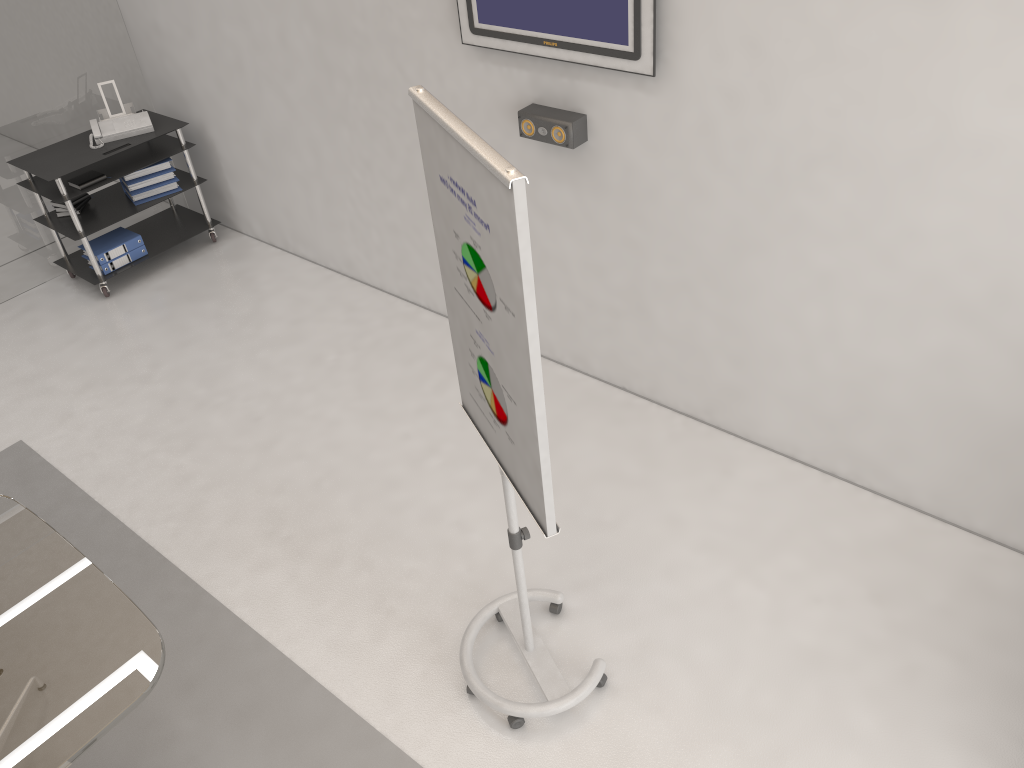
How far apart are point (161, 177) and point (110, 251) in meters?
0.6 m

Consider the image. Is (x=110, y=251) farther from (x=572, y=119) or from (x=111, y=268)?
(x=572, y=119)

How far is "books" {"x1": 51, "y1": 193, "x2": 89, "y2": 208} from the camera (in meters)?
5.75

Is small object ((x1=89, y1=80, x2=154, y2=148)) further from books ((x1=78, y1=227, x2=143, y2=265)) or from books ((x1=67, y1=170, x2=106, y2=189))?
books ((x1=78, y1=227, x2=143, y2=265))

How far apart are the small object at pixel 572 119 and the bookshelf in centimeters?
292cm

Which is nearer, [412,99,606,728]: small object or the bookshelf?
[412,99,606,728]: small object

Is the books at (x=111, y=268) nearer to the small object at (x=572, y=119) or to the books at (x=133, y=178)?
the books at (x=133, y=178)

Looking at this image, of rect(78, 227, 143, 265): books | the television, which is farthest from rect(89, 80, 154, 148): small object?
the television

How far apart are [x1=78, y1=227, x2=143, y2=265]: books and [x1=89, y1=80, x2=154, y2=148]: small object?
0.6 meters

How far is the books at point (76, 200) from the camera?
5.7m
